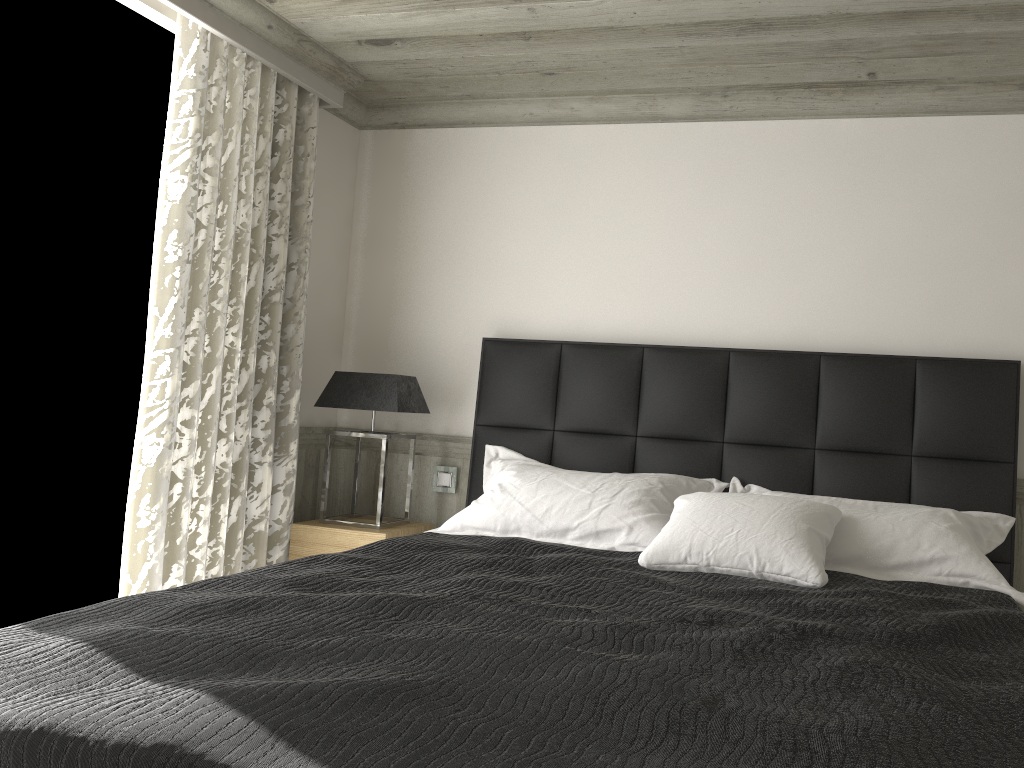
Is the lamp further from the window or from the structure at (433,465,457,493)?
the window

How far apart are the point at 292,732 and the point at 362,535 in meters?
2.6

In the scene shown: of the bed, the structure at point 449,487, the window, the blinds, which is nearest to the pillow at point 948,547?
the bed

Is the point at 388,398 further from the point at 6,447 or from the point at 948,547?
the point at 948,547

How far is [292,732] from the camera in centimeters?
137cm

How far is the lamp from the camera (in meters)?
4.03

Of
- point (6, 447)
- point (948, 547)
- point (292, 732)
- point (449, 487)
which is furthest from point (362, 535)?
point (292, 732)

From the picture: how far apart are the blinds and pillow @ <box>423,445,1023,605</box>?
0.9m

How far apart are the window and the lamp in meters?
0.8

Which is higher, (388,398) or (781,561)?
(388,398)
